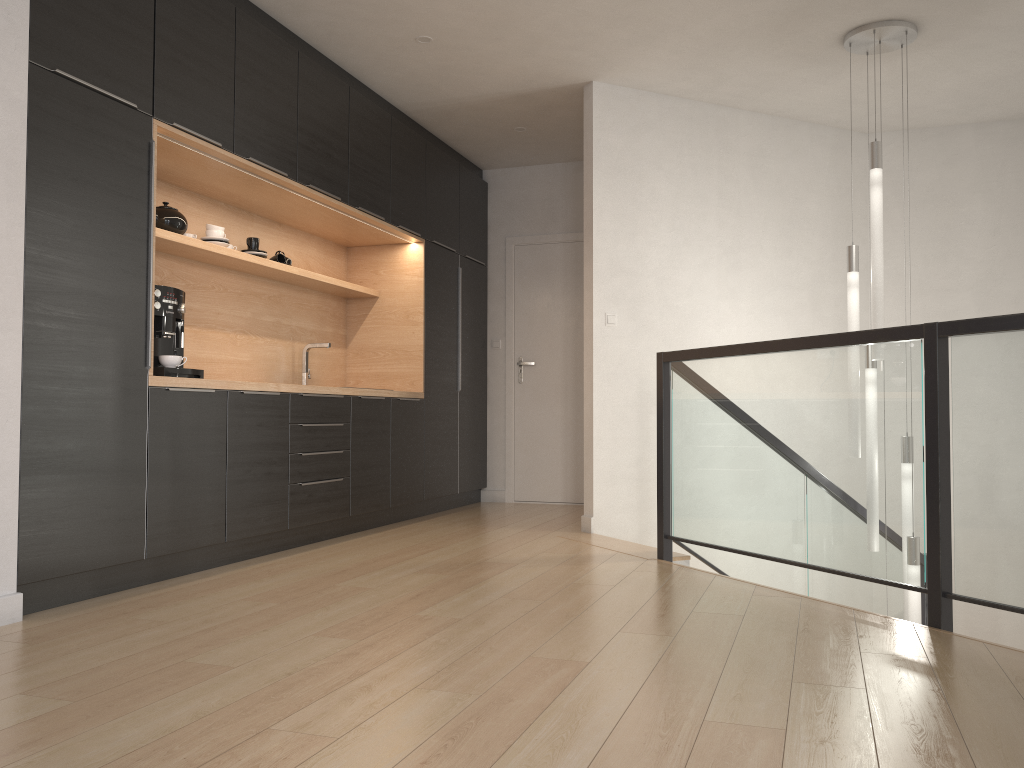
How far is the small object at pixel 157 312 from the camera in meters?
3.8

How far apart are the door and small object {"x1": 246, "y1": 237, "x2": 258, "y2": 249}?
2.6 meters

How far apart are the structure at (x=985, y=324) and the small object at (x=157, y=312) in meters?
2.1

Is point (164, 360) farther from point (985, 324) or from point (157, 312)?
point (985, 324)

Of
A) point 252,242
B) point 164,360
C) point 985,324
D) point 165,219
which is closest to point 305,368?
point 252,242

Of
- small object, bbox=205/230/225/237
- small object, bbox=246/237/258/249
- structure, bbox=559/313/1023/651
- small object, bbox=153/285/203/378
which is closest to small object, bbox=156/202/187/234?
small object, bbox=205/230/225/237

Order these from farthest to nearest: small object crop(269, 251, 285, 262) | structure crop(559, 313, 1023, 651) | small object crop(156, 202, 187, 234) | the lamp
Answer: small object crop(269, 251, 285, 262) < the lamp < small object crop(156, 202, 187, 234) < structure crop(559, 313, 1023, 651)

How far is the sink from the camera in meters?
5.5 m

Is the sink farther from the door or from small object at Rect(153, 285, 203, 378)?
the door

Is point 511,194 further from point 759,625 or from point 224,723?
point 224,723
